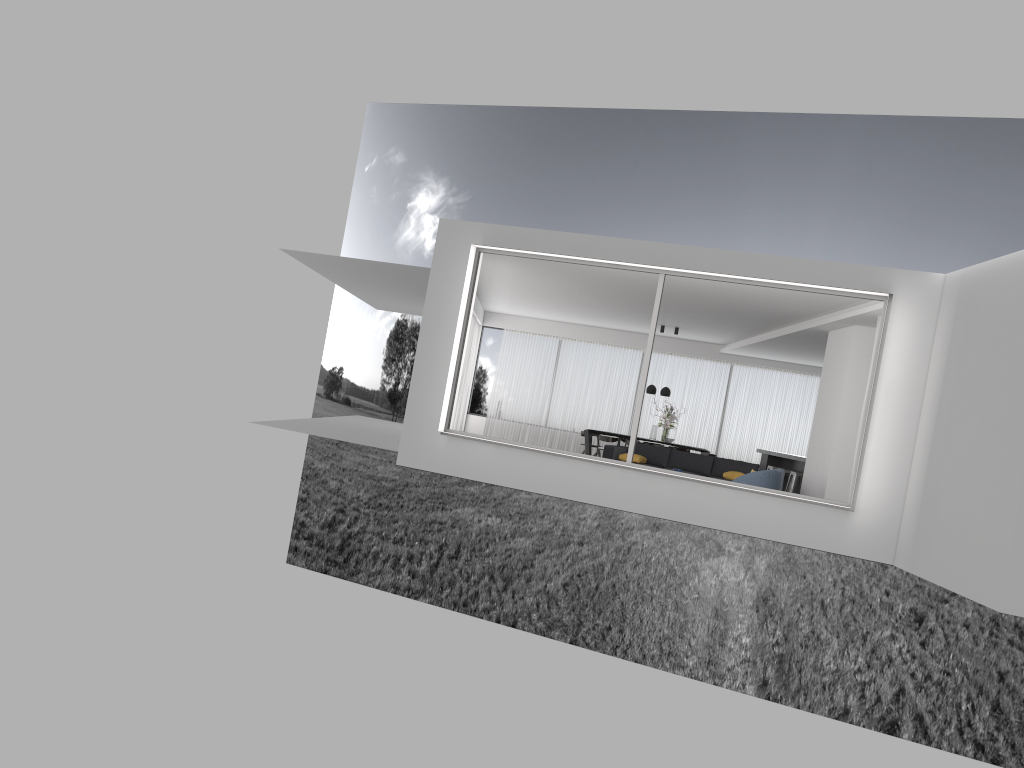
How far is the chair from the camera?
11.41m

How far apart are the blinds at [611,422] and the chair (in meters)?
8.39

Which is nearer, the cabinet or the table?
the cabinet

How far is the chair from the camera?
11.4 meters

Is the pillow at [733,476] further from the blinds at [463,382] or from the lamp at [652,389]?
the blinds at [463,382]

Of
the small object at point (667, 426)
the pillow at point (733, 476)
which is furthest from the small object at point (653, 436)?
the pillow at point (733, 476)

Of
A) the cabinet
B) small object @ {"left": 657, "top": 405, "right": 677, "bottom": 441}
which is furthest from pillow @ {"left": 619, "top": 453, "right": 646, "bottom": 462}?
small object @ {"left": 657, "top": 405, "right": 677, "bottom": 441}

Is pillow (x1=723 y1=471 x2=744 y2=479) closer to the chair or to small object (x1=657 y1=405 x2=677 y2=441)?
the chair

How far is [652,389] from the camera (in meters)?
18.41

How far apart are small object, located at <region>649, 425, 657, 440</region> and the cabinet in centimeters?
224cm
